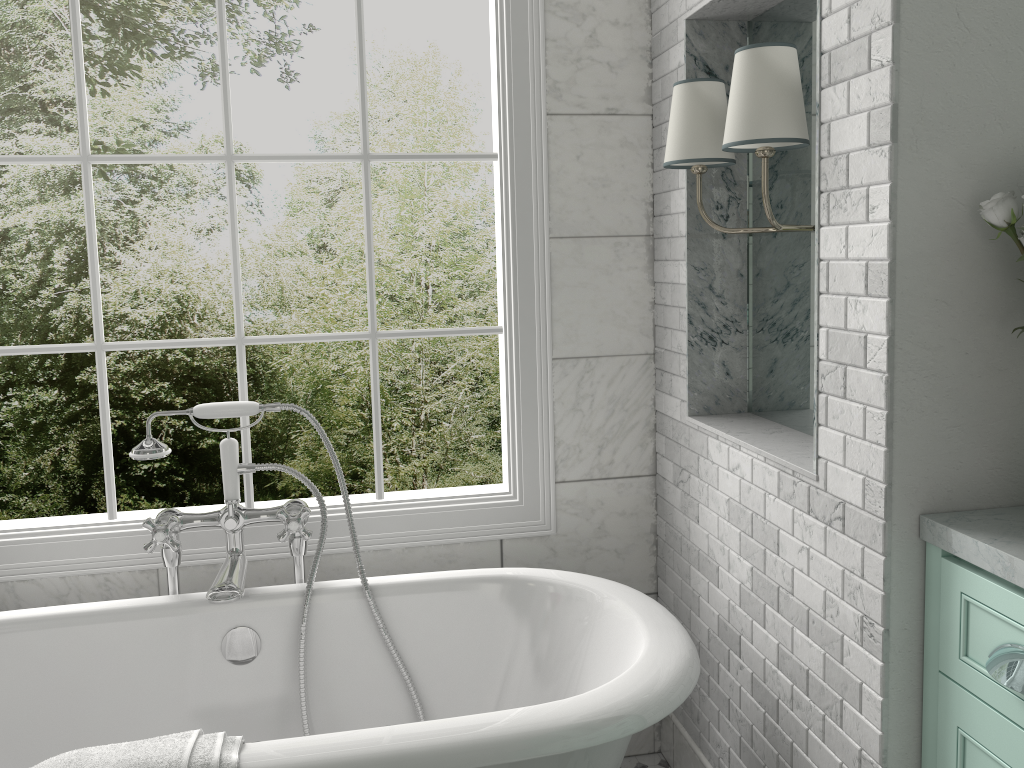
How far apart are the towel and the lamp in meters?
1.5 m

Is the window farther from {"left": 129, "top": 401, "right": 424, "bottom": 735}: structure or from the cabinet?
the cabinet

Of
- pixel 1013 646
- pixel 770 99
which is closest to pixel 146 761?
pixel 1013 646

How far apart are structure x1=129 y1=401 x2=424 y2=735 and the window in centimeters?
16cm

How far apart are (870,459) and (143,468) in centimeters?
694cm

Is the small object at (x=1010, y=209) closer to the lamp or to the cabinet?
the lamp

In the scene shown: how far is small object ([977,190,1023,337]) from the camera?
1.5m

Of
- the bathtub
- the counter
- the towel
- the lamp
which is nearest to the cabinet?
the counter

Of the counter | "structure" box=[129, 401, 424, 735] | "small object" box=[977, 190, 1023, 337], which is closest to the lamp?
"small object" box=[977, 190, 1023, 337]

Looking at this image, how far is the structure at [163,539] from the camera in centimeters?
228cm
